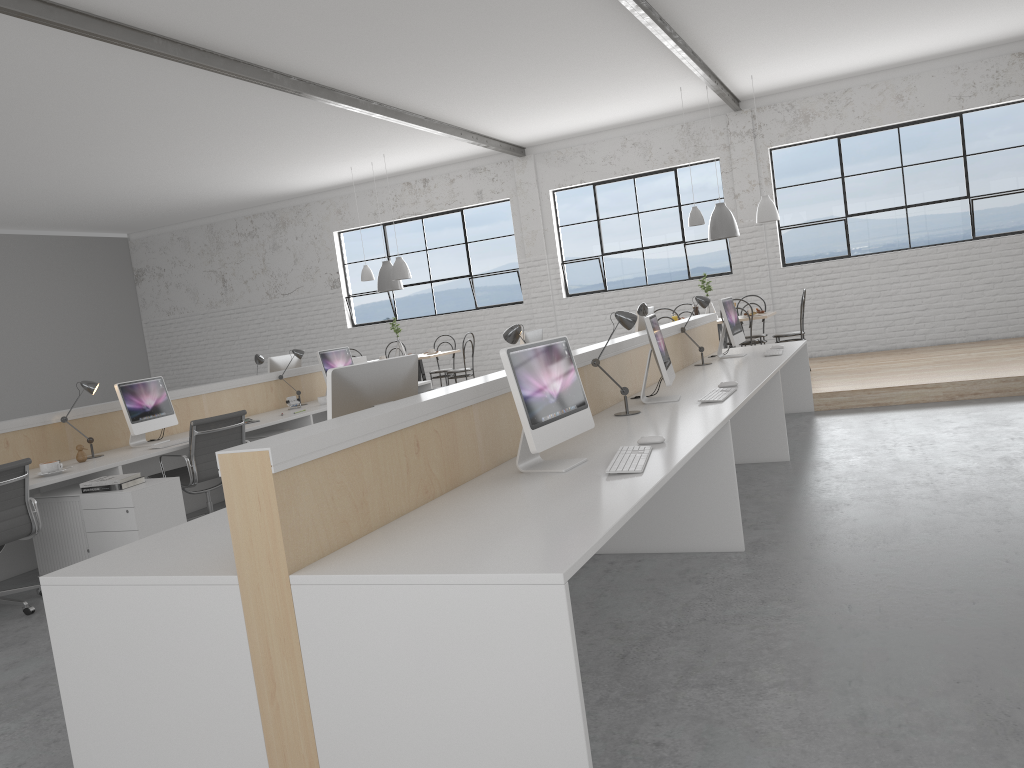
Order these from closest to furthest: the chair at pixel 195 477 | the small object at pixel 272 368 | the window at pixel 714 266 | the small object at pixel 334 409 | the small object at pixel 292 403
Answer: the small object at pixel 334 409 < the chair at pixel 195 477 < the small object at pixel 292 403 < the small object at pixel 272 368 < the window at pixel 714 266

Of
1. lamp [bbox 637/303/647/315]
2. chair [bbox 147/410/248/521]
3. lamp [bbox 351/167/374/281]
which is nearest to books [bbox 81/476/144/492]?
chair [bbox 147/410/248/521]

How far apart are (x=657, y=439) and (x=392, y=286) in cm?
640

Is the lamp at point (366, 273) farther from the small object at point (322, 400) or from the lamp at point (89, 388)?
the lamp at point (89, 388)

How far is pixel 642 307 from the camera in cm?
534

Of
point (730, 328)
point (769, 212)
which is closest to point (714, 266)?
point (769, 212)

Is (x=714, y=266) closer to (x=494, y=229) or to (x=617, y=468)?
(x=494, y=229)

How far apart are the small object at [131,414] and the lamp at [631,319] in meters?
2.8

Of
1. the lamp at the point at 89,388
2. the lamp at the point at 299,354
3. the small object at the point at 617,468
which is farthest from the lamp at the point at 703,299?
the lamp at the point at 89,388

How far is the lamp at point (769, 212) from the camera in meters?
7.3 m
